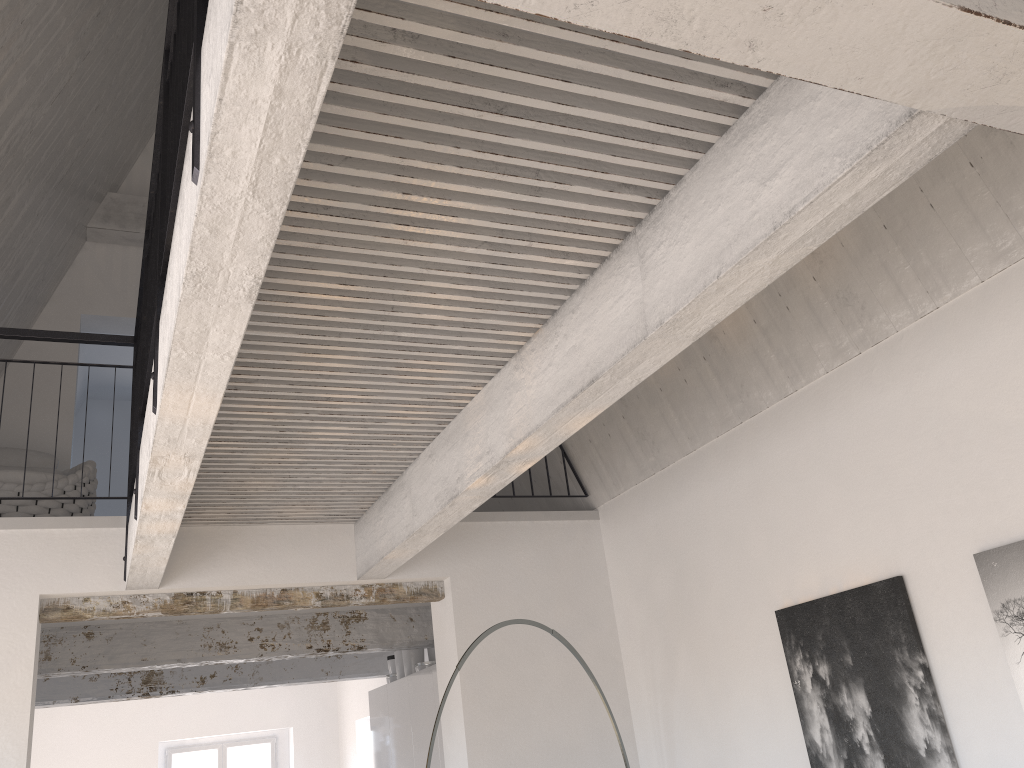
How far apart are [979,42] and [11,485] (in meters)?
5.23

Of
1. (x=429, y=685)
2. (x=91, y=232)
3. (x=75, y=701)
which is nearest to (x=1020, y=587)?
(x=429, y=685)

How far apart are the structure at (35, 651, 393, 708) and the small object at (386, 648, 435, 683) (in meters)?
1.15

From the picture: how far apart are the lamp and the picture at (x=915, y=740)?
1.1m

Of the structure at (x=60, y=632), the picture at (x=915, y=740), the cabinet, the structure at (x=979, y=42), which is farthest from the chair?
the picture at (x=915, y=740)

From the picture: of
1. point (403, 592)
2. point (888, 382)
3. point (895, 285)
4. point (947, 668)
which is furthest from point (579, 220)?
point (403, 592)

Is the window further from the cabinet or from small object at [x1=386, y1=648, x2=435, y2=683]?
small object at [x1=386, y1=648, x2=435, y2=683]

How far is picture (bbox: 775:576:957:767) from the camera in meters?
3.4

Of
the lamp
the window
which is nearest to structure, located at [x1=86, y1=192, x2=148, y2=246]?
the lamp

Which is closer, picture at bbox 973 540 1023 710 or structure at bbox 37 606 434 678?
picture at bbox 973 540 1023 710
